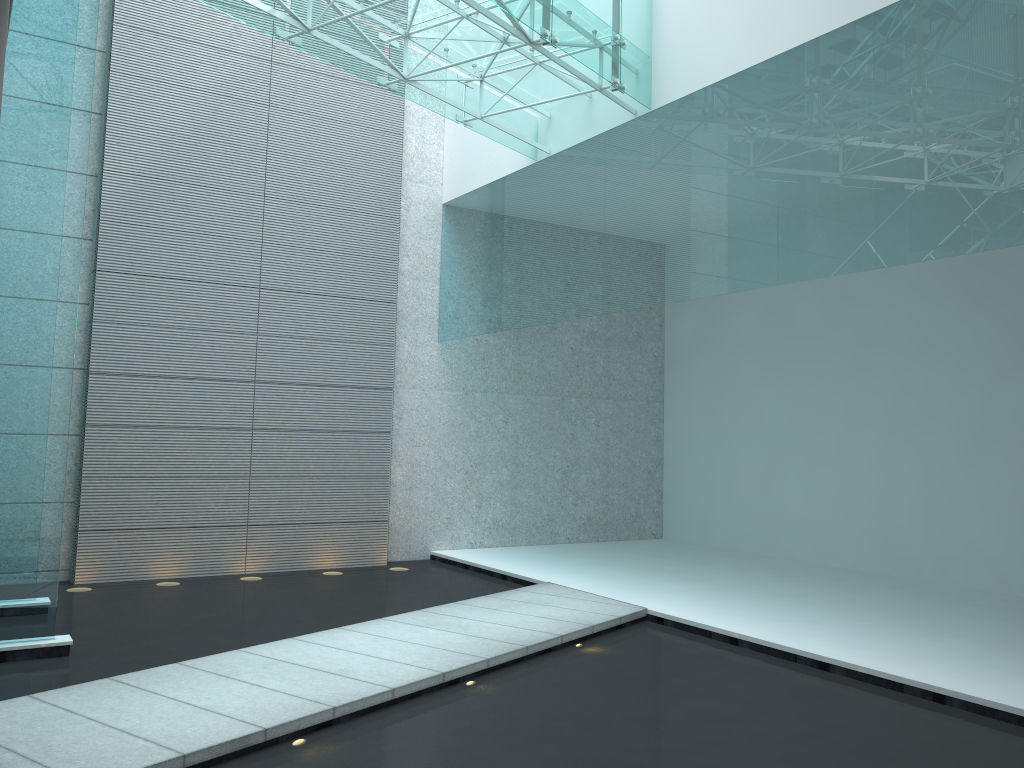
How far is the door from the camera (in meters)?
2.02

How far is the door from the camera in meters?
2.0 m
